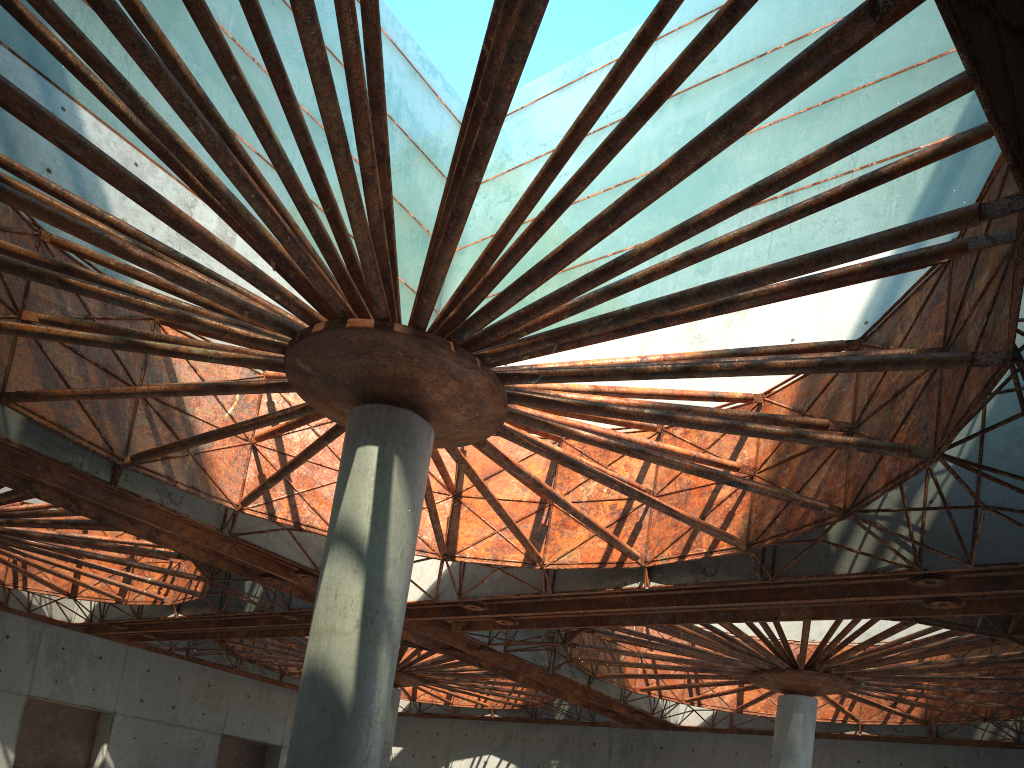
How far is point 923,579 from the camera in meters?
24.0
